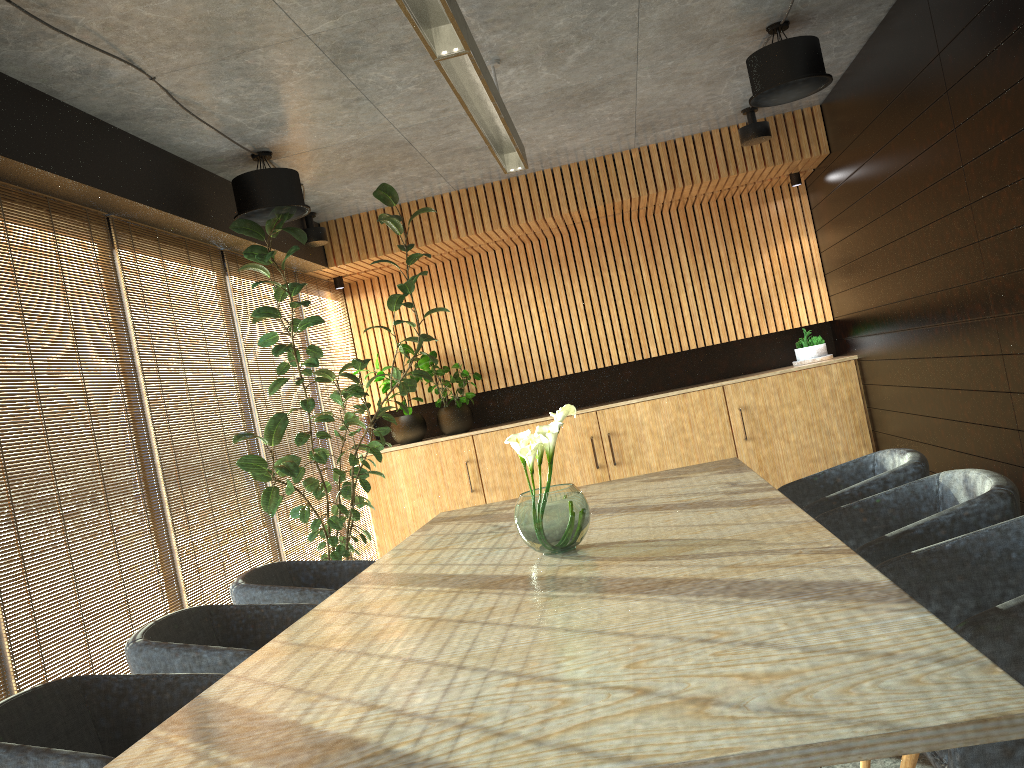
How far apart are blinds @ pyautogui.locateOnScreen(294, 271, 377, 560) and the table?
3.27m

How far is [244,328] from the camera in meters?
6.8 m

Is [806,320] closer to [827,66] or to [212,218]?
[827,66]

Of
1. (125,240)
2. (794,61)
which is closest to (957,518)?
(794,61)

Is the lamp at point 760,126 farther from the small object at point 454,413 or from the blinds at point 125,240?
the small object at point 454,413

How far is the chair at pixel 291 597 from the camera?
4.1 meters

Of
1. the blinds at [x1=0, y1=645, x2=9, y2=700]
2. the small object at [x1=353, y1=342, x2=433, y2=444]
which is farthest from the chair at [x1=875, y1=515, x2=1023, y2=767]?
the small object at [x1=353, y1=342, x2=433, y2=444]

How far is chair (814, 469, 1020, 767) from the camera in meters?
2.9 m

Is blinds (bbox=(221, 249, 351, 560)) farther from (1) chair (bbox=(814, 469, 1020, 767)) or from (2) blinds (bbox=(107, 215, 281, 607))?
(1) chair (bbox=(814, 469, 1020, 767))

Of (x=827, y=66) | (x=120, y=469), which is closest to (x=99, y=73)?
(x=827, y=66)
